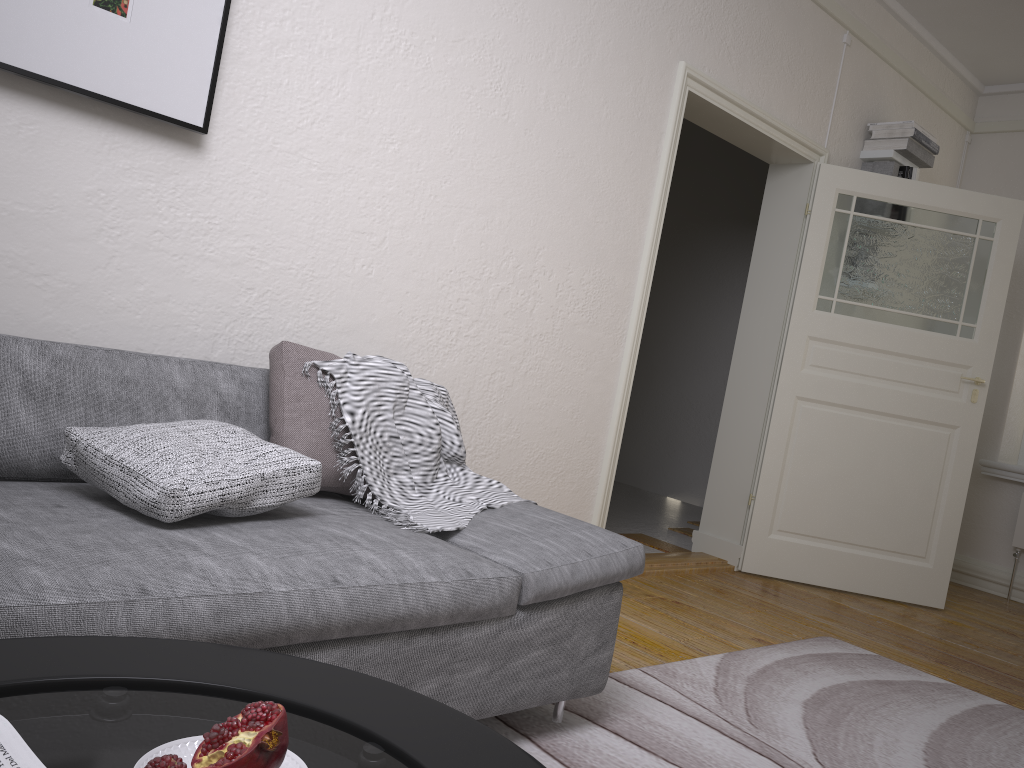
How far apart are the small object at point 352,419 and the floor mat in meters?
0.5

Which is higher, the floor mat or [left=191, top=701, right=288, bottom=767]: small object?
[left=191, top=701, right=288, bottom=767]: small object

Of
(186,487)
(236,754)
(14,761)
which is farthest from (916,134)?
(14,761)

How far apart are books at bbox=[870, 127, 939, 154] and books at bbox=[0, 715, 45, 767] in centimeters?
490cm

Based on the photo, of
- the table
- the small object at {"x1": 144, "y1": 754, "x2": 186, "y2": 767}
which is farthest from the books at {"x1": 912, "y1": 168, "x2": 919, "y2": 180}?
the small object at {"x1": 144, "y1": 754, "x2": 186, "y2": 767}

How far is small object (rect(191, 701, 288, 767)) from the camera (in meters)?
0.84

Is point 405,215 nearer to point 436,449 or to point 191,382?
point 436,449

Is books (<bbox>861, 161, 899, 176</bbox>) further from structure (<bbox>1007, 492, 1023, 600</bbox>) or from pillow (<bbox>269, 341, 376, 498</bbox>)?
pillow (<bbox>269, 341, 376, 498</bbox>)

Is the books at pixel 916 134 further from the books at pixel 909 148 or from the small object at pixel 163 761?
the small object at pixel 163 761

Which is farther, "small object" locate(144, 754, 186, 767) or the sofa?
the sofa
